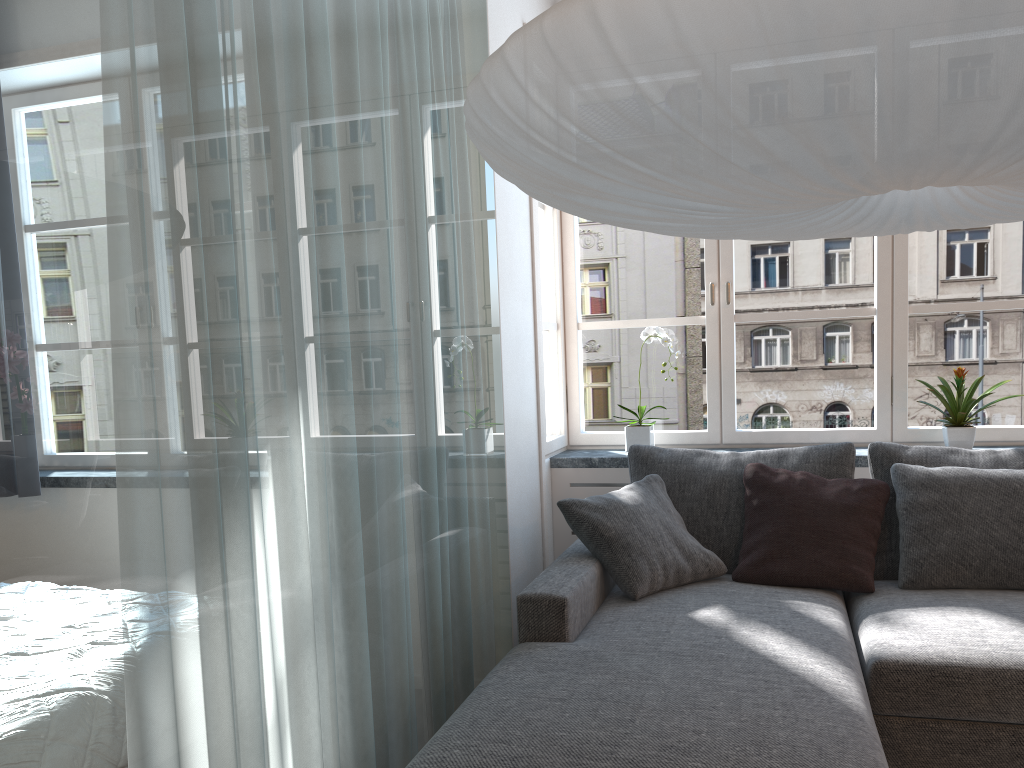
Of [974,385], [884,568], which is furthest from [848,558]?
[974,385]

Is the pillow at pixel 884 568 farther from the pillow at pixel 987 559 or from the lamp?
the lamp

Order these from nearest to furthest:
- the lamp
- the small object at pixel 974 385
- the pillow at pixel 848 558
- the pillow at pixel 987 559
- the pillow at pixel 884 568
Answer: the lamp → the pillow at pixel 987 559 → the pillow at pixel 848 558 → the pillow at pixel 884 568 → the small object at pixel 974 385

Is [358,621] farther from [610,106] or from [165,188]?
[610,106]

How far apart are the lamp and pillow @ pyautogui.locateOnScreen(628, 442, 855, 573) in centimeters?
156cm

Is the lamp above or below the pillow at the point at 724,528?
above

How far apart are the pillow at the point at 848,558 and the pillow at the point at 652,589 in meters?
0.0 m

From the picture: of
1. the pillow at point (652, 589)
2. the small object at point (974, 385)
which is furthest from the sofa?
the small object at point (974, 385)

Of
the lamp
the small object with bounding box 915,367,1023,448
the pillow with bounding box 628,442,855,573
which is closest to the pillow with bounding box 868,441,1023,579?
the pillow with bounding box 628,442,855,573

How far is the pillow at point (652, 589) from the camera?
2.86m
